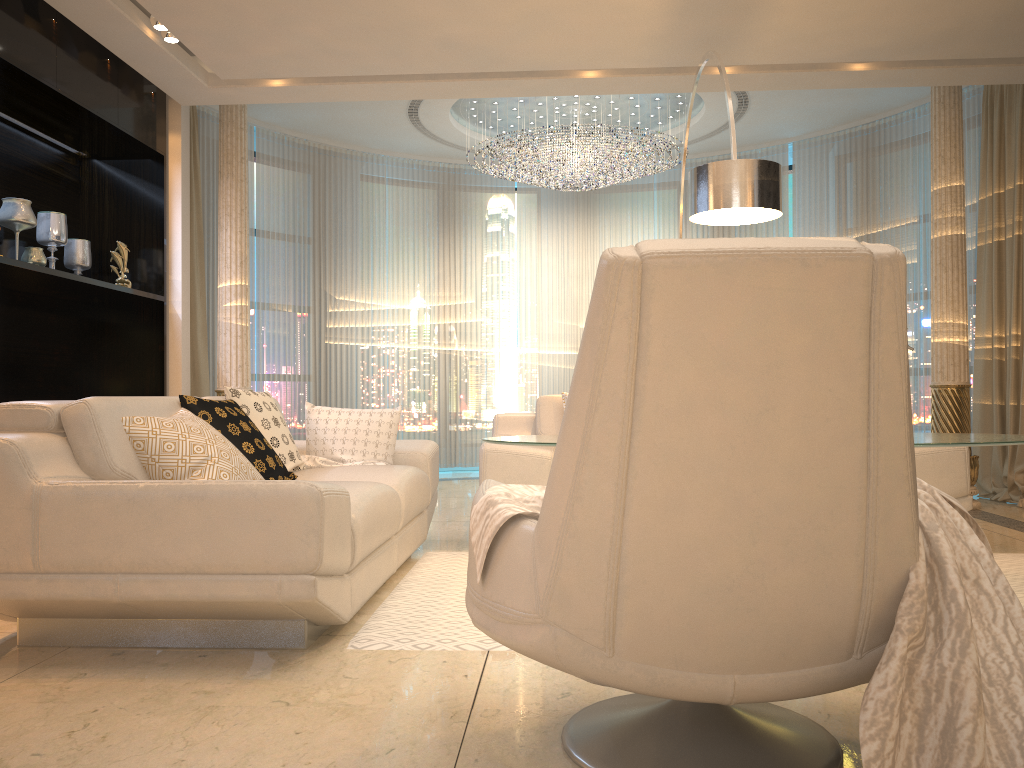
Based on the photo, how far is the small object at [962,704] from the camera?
1.37m

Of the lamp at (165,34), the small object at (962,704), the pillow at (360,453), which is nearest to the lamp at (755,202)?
the pillow at (360,453)

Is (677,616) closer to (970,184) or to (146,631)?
(146,631)

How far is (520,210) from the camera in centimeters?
887cm

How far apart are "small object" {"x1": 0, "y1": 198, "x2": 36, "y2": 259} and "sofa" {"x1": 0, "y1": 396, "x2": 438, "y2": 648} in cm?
181

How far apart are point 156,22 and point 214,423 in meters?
2.5

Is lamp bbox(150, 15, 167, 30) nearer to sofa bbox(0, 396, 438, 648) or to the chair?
sofa bbox(0, 396, 438, 648)

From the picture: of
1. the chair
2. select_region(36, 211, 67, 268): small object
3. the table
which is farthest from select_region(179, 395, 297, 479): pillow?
select_region(36, 211, 67, 268): small object

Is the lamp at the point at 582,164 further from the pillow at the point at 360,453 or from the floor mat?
the floor mat

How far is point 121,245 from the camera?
5.4m
